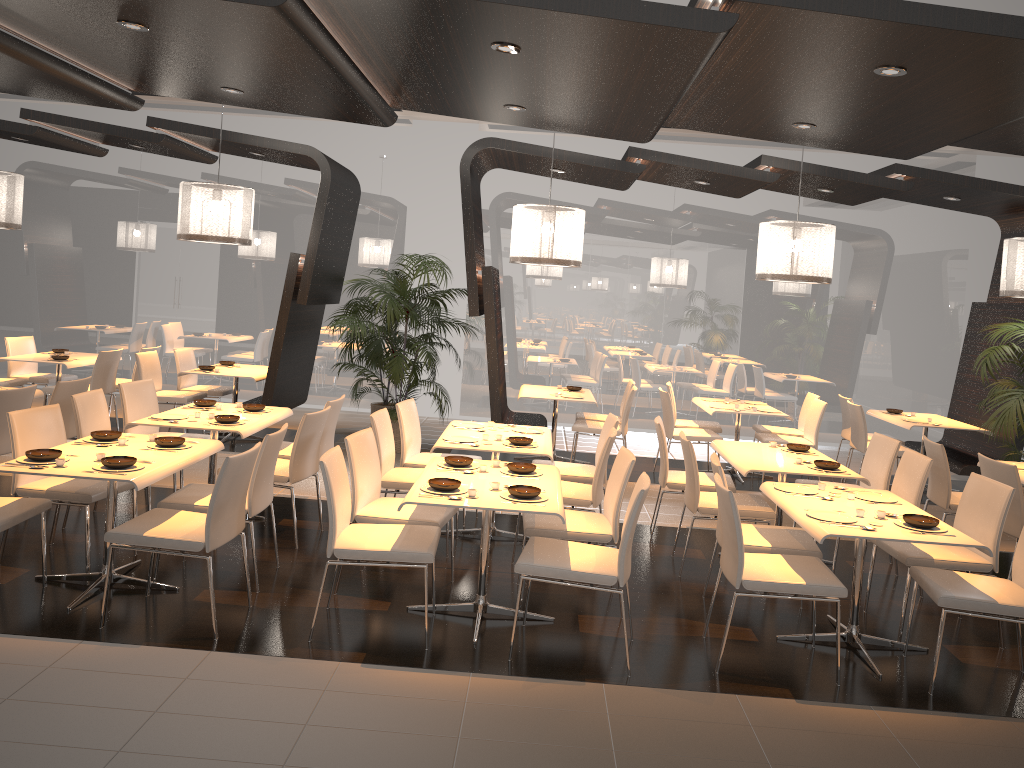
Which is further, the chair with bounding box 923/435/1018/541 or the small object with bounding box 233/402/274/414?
the small object with bounding box 233/402/274/414

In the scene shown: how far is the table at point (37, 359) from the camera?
9.0 meters

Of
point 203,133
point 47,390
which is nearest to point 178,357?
point 47,390

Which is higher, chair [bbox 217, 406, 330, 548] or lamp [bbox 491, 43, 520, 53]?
lamp [bbox 491, 43, 520, 53]

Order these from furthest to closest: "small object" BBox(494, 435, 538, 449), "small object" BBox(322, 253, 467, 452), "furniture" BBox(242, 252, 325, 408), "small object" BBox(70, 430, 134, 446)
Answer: "small object" BBox(322, 253, 467, 452) < "furniture" BBox(242, 252, 325, 408) < "small object" BBox(494, 435, 538, 449) < "small object" BBox(70, 430, 134, 446)

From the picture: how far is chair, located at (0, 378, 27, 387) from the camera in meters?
9.0

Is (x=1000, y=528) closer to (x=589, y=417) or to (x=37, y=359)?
(x=589, y=417)

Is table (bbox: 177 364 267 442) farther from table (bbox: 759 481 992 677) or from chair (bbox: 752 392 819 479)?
table (bbox: 759 481 992 677)

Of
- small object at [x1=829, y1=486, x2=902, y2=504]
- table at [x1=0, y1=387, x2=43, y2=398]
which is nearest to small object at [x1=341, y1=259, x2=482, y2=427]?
table at [x1=0, y1=387, x2=43, y2=398]

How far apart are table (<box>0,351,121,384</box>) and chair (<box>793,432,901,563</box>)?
7.5m
